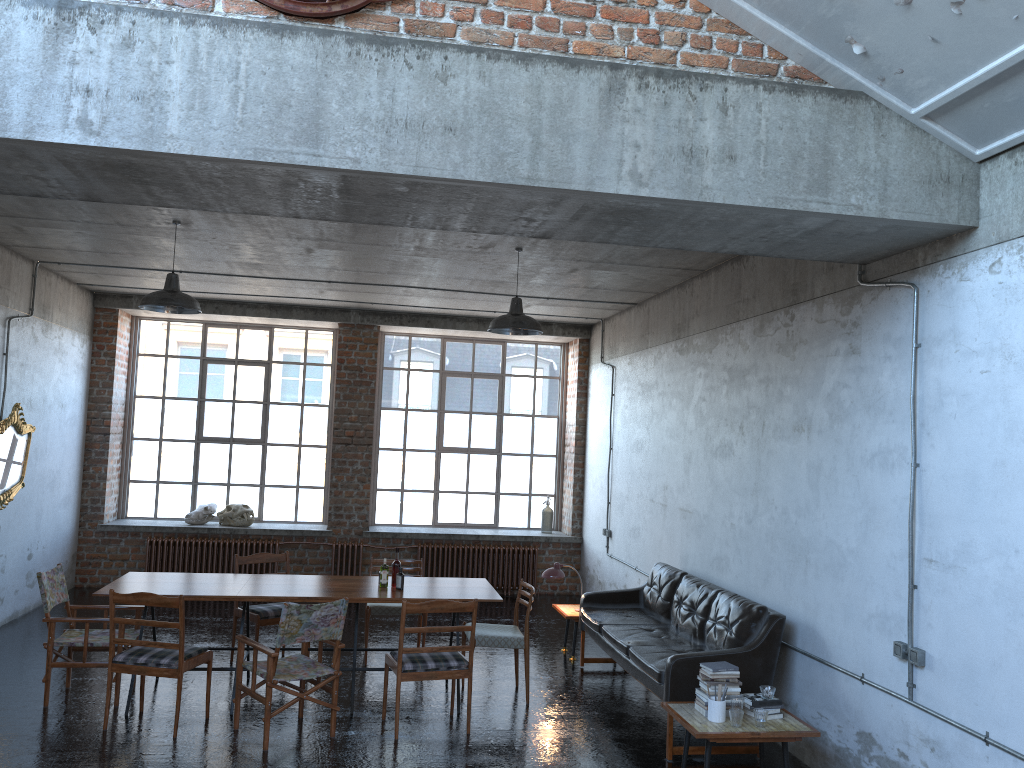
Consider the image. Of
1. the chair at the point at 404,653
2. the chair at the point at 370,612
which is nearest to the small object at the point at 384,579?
the chair at the point at 404,653

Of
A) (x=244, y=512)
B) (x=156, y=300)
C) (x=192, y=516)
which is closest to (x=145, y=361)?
(x=192, y=516)

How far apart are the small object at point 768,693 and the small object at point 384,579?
3.20m

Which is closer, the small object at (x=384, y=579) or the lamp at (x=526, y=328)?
the small object at (x=384, y=579)

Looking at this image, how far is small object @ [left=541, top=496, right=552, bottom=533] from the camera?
13.0 meters

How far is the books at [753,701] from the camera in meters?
5.7

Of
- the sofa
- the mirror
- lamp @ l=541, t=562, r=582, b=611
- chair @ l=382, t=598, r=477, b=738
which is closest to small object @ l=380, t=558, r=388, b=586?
chair @ l=382, t=598, r=477, b=738

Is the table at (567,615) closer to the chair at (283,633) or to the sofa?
the sofa

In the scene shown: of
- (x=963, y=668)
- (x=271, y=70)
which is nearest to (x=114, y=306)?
(x=271, y=70)

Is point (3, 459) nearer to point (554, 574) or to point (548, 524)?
point (554, 574)
